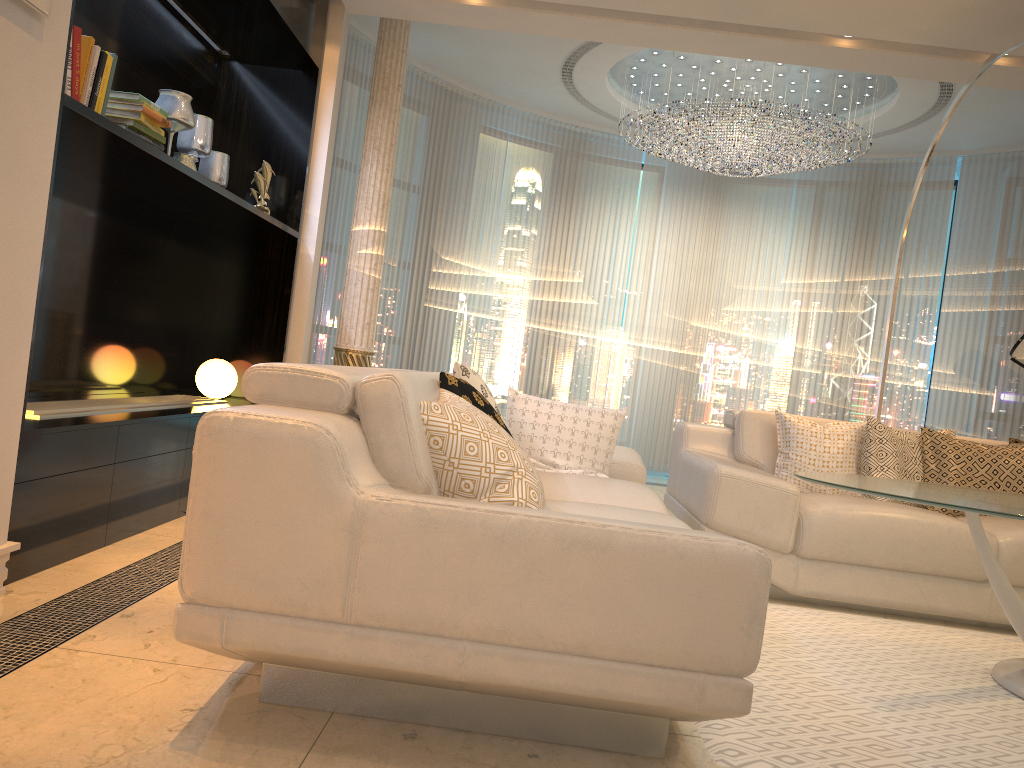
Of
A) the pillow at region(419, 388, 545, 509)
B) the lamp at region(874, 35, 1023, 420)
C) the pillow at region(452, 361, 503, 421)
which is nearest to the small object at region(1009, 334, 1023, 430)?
the lamp at region(874, 35, 1023, 420)

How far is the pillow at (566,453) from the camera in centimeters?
342cm

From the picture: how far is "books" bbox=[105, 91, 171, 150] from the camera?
3.17m

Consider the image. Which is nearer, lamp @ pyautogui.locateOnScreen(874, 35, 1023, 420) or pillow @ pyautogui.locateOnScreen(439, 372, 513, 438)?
pillow @ pyautogui.locateOnScreen(439, 372, 513, 438)

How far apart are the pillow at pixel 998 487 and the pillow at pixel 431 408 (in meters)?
2.54

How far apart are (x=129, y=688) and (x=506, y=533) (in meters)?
0.94

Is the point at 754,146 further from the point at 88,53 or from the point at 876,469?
the point at 88,53

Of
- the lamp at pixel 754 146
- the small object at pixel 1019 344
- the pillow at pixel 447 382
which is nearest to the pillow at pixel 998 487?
the small object at pixel 1019 344

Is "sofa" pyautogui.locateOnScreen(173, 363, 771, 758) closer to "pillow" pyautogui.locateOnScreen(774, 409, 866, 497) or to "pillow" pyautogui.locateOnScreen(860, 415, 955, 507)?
"pillow" pyautogui.locateOnScreen(774, 409, 866, 497)

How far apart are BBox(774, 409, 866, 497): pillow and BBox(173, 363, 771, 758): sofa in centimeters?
82cm
